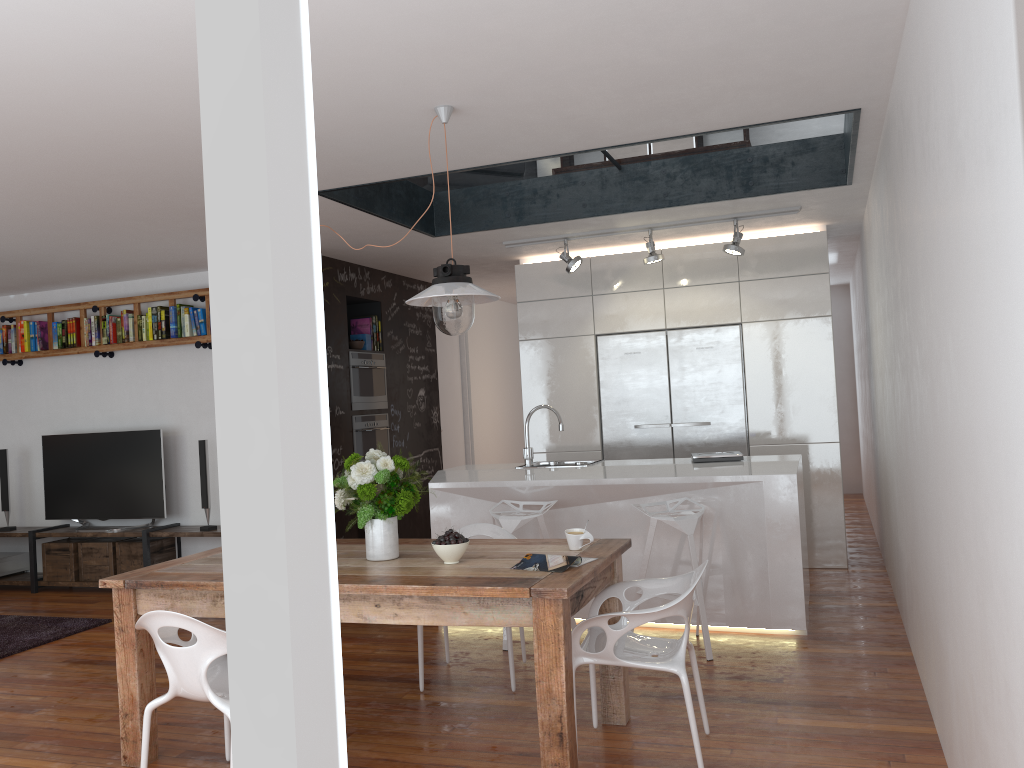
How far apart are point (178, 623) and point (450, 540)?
1.0m

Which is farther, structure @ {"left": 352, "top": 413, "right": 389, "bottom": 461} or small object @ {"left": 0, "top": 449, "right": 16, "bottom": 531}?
small object @ {"left": 0, "top": 449, "right": 16, "bottom": 531}

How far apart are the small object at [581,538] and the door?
5.3m

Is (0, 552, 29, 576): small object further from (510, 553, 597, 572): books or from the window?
(510, 553, 597, 572): books

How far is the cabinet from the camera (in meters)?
6.43

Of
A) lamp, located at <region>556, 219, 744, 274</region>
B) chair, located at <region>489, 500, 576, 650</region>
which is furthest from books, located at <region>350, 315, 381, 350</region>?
chair, located at <region>489, 500, 576, 650</region>

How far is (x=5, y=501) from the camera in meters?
7.4

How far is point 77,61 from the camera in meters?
2.9

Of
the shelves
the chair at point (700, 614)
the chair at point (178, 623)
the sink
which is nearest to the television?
the shelves

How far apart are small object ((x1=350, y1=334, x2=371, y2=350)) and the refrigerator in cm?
190
